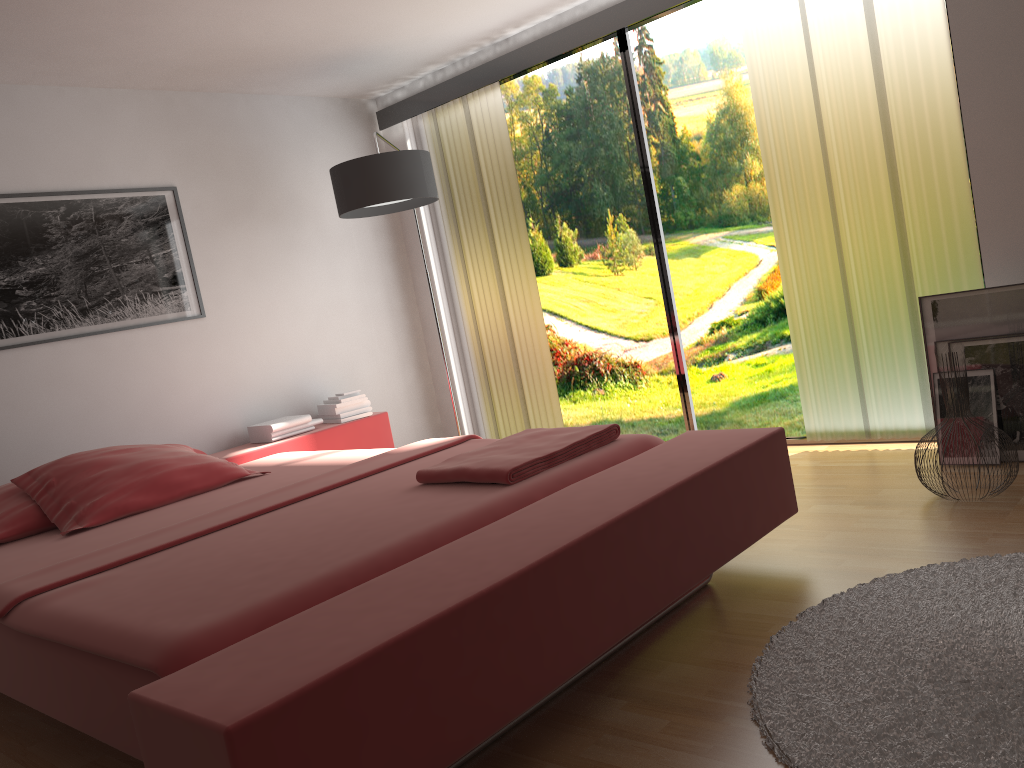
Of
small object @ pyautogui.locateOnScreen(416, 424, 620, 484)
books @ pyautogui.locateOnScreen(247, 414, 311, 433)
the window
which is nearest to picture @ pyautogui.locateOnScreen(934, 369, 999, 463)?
the window

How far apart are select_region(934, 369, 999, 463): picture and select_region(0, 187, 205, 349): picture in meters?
3.3 m

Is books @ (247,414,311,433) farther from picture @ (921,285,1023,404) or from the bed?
picture @ (921,285,1023,404)

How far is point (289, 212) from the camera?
4.82m

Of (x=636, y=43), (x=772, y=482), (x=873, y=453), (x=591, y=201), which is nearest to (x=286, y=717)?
(x=772, y=482)

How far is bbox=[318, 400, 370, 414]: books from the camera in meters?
4.6

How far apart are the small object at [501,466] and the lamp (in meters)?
1.78

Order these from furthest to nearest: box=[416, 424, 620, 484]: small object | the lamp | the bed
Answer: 1. the lamp
2. box=[416, 424, 620, 484]: small object
3. the bed

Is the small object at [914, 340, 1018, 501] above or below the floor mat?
above

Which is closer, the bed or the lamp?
the bed
